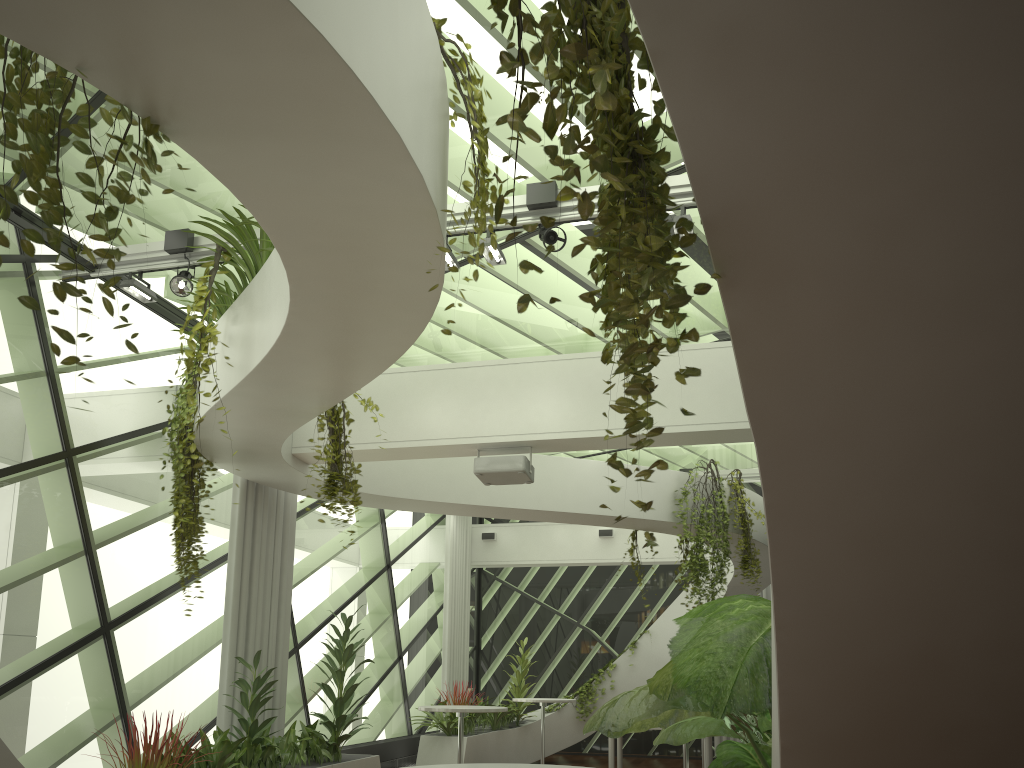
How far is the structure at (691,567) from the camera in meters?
9.5 m

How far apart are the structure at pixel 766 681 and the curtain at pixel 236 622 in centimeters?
335cm

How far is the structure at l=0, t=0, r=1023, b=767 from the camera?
1.3m

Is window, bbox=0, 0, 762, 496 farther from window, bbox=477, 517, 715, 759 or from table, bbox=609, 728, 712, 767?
table, bbox=609, 728, 712, 767

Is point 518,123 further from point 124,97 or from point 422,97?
point 422,97

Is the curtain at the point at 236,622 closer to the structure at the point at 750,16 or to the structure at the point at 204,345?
the structure at the point at 750,16

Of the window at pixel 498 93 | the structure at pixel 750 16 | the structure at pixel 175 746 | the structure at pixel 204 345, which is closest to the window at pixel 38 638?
the window at pixel 498 93

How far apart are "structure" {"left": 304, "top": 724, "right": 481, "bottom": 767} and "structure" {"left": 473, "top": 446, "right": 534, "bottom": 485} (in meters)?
4.52

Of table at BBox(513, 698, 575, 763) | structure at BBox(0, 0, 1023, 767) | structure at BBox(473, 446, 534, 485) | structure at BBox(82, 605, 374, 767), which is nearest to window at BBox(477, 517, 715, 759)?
structure at BBox(0, 0, 1023, 767)

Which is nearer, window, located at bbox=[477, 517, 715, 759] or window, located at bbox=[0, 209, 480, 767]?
window, located at bbox=[0, 209, 480, 767]
